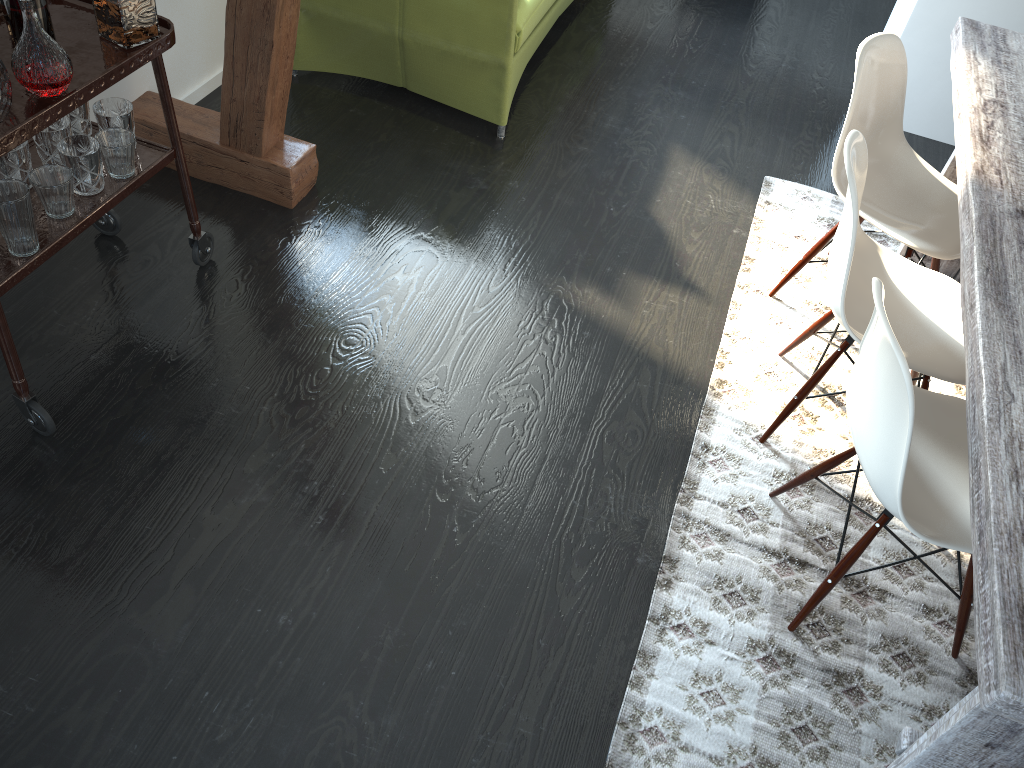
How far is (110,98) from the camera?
2.2m

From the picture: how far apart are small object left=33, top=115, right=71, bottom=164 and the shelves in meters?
0.1 m

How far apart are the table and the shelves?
1.85m

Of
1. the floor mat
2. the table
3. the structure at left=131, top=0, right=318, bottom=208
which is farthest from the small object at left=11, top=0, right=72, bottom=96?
the table

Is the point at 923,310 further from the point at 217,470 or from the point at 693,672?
the point at 217,470

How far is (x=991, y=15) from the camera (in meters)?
3.50

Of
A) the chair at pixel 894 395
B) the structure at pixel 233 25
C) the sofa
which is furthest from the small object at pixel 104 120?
the chair at pixel 894 395

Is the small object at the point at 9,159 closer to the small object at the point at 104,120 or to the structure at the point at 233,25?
the small object at the point at 104,120

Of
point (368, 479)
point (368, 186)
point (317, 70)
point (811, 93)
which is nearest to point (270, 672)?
point (368, 479)

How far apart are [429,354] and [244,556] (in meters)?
0.79
